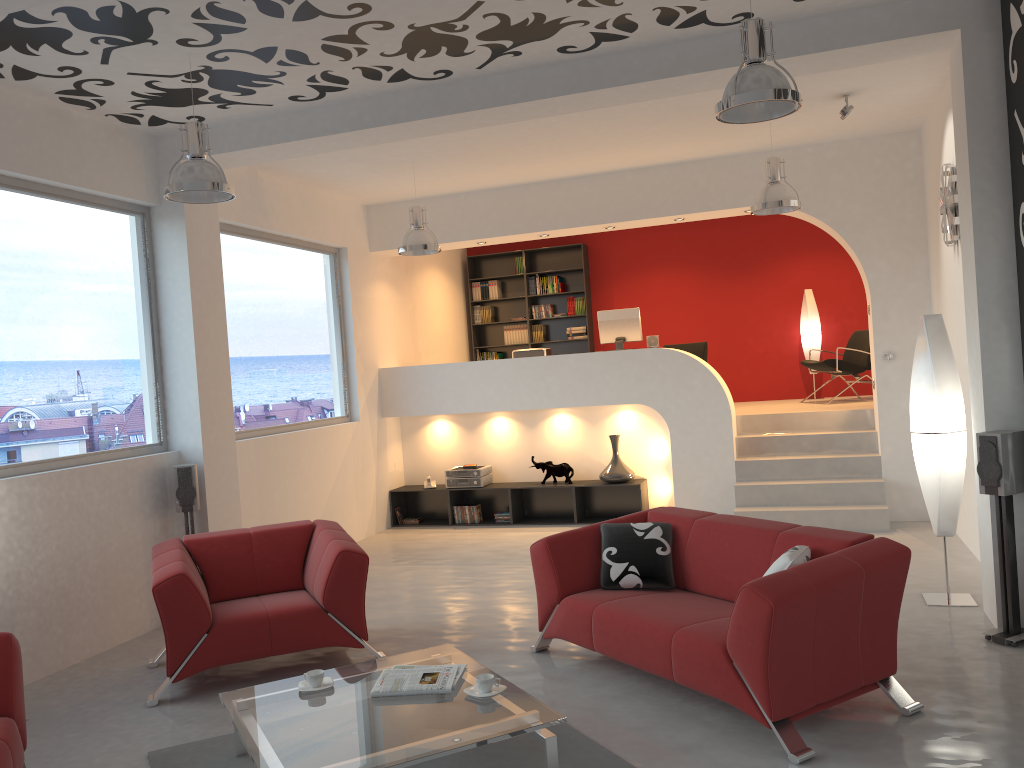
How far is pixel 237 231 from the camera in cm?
752

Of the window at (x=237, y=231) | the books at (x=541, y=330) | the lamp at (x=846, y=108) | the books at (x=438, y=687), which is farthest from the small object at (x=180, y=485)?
the books at (x=541, y=330)

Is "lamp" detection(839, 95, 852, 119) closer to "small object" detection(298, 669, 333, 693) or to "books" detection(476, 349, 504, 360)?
"small object" detection(298, 669, 333, 693)

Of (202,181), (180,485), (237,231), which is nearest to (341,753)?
(202,181)

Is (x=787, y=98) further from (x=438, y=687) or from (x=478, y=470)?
(x=478, y=470)

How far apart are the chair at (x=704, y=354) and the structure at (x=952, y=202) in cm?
416

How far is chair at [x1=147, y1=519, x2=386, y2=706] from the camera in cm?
468

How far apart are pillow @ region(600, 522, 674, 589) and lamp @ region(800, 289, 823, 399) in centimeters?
658cm

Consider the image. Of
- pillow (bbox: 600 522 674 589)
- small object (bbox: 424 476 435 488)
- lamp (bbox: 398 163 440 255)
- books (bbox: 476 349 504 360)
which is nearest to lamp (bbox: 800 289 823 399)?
books (bbox: 476 349 504 360)

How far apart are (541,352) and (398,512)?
2.4 meters
